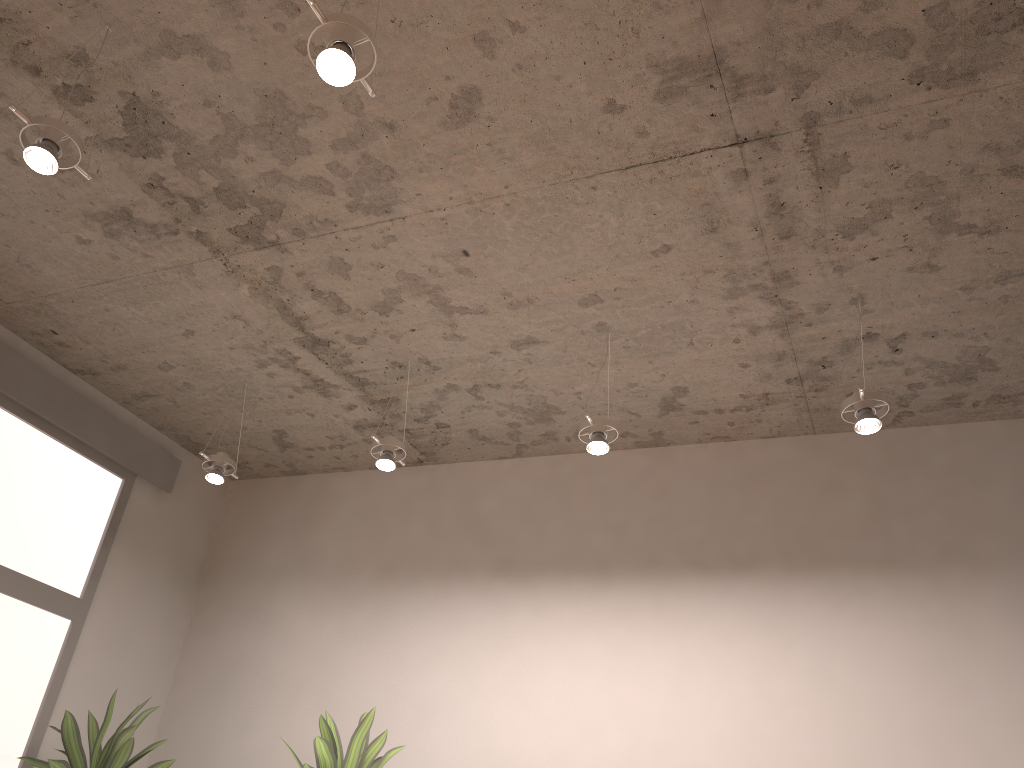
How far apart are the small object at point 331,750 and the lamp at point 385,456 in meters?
0.8

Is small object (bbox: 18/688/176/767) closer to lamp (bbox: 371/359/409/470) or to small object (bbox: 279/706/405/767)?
small object (bbox: 279/706/405/767)

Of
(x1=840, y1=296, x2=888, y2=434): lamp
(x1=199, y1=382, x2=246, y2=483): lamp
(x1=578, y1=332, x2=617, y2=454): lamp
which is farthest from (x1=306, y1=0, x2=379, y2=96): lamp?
(x1=199, y1=382, x2=246, y2=483): lamp

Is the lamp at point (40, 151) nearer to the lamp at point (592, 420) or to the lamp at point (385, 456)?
the lamp at point (385, 456)

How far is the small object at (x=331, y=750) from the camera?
2.7m

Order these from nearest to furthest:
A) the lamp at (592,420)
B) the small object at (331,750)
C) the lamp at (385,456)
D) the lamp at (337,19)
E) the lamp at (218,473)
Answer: the lamp at (337,19) < the small object at (331,750) < the lamp at (592,420) < the lamp at (385,456) < the lamp at (218,473)

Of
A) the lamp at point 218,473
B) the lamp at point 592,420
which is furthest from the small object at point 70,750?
the lamp at point 592,420

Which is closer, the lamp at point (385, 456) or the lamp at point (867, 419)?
the lamp at point (867, 419)

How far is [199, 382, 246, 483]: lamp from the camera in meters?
3.5 m

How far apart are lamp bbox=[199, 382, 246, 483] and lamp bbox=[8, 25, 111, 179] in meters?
1.6 m
